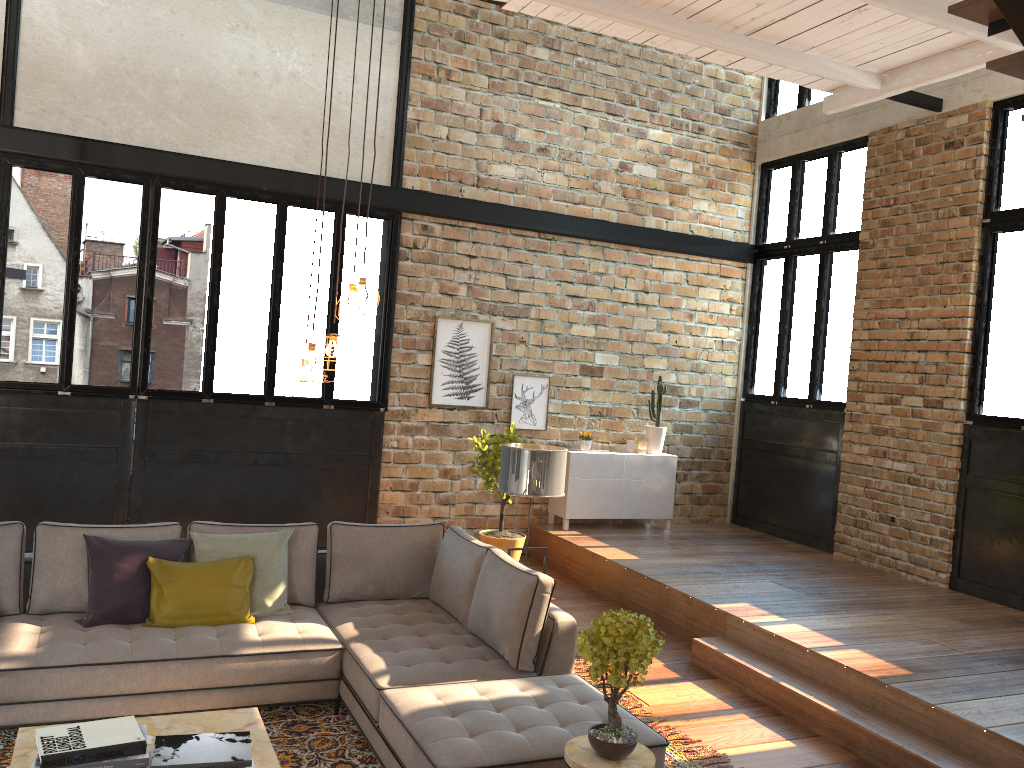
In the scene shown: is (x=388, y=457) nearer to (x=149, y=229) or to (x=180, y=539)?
(x=149, y=229)

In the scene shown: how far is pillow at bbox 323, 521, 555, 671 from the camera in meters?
4.5 m

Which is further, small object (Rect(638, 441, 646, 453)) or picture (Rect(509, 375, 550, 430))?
small object (Rect(638, 441, 646, 453))

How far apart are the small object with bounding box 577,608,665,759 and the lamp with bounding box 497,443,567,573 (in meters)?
2.02

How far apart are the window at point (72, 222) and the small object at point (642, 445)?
2.78m

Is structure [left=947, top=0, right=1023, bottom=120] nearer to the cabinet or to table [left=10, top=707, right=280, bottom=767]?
table [left=10, top=707, right=280, bottom=767]

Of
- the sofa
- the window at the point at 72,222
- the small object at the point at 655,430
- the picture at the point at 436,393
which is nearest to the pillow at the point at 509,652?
the sofa

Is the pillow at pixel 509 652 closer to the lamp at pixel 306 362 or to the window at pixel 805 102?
the lamp at pixel 306 362

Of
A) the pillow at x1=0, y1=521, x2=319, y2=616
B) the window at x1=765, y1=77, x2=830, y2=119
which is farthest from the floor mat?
the window at x1=765, y1=77, x2=830, y2=119

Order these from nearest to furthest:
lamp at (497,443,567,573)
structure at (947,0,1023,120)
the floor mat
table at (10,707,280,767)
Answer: table at (10,707,280,767) → structure at (947,0,1023,120) → the floor mat → lamp at (497,443,567,573)
